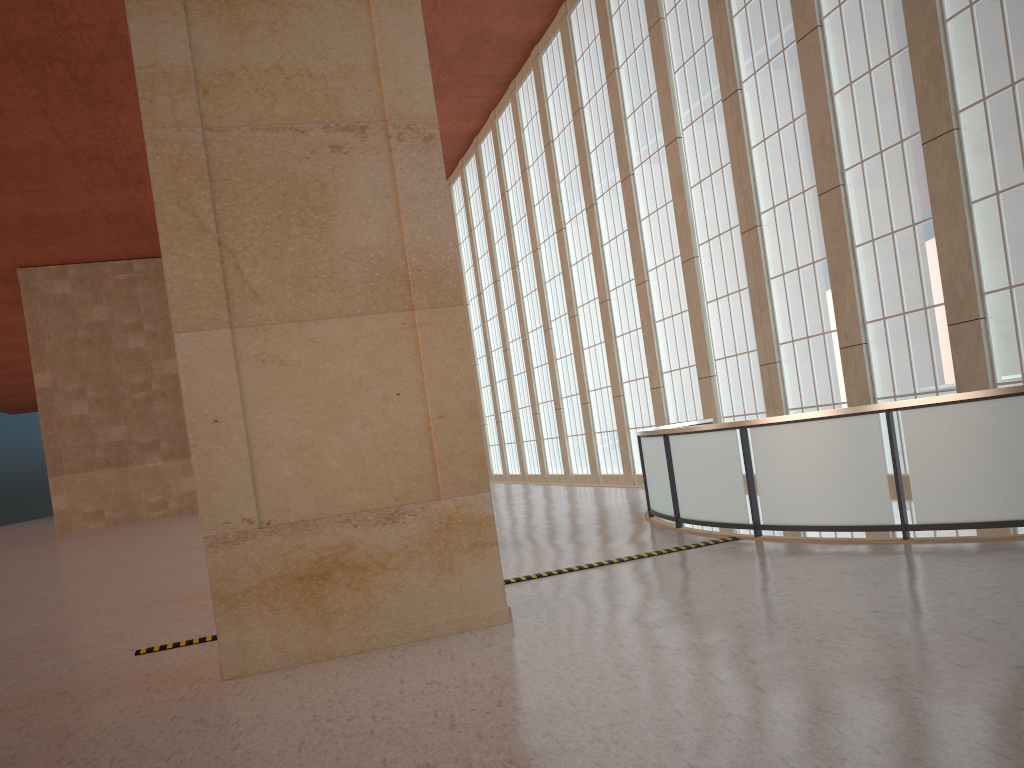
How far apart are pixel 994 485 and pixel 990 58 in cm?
918

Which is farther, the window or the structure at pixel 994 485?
the window

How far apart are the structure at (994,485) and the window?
2.6 meters

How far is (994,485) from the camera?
10.4 meters

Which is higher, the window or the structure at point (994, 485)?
the window

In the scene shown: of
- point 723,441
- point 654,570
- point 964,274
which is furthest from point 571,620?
point 964,274

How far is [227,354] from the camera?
9.04m

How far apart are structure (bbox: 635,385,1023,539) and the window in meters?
2.6 m

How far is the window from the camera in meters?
15.7 m
